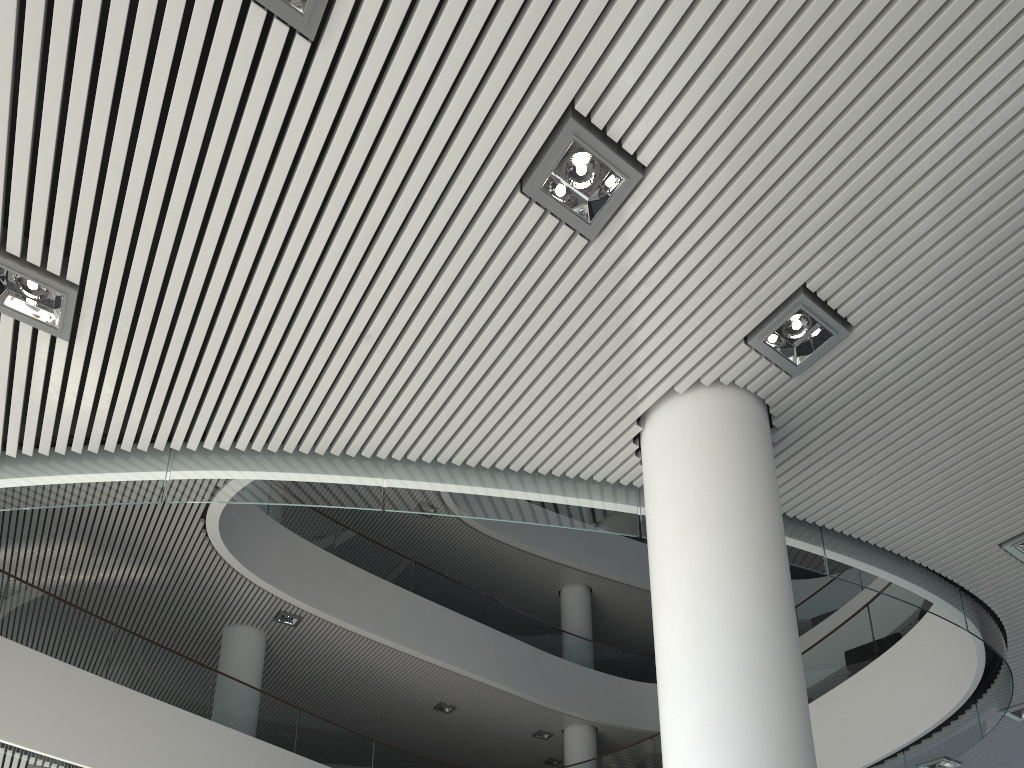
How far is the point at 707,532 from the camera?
2.5m

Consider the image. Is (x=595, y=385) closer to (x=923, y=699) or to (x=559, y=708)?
(x=923, y=699)

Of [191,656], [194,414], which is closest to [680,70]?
[194,414]
